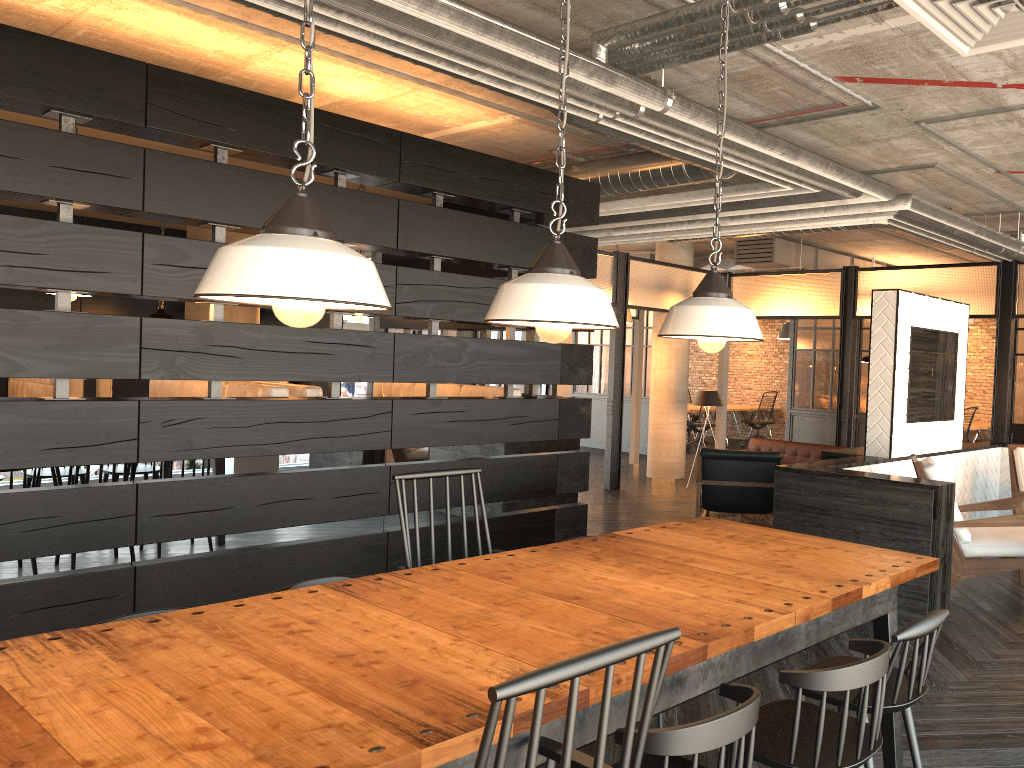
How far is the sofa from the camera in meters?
9.0 m

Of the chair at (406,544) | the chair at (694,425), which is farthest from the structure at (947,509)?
the chair at (694,425)

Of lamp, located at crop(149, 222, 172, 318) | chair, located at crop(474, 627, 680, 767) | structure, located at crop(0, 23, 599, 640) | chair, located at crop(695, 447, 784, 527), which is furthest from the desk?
chair, located at crop(474, 627, 680, 767)

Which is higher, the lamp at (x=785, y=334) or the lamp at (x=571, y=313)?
the lamp at (x=785, y=334)

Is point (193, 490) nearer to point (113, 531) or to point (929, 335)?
point (113, 531)

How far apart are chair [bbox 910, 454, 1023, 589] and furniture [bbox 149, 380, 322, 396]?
3.5 meters

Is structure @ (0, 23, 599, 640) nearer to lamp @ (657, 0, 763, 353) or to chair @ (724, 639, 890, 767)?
lamp @ (657, 0, 763, 353)

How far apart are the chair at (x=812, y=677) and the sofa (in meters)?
6.98

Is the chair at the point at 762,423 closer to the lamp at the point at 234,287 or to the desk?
the desk

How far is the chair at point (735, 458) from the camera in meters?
6.6 m
